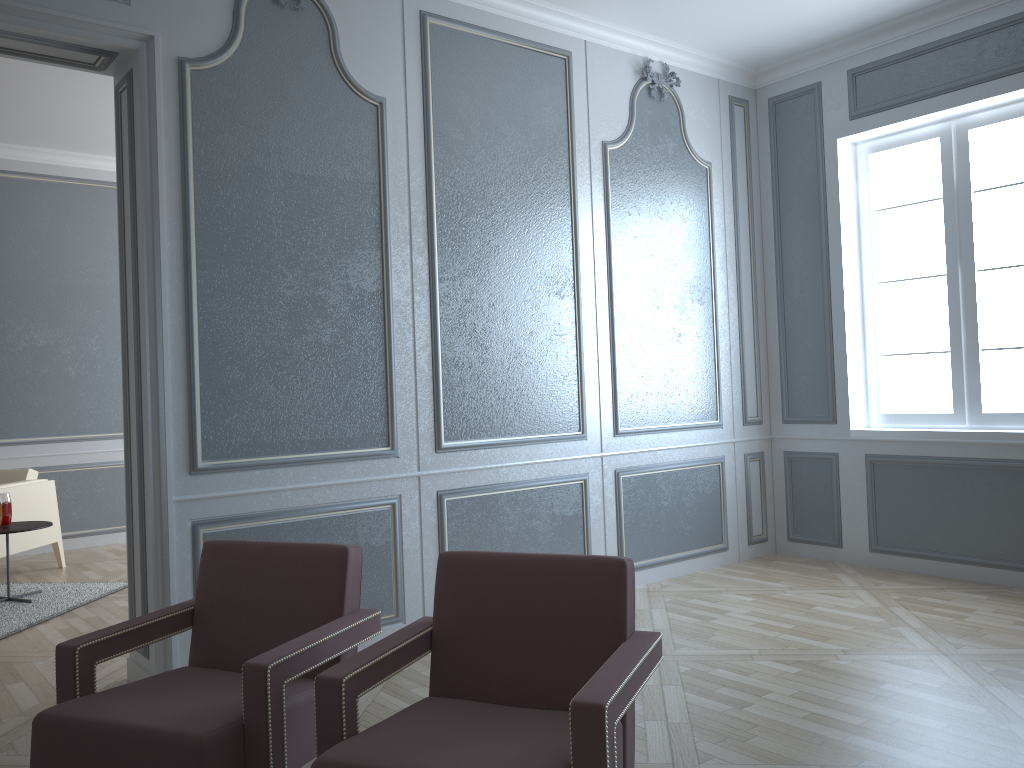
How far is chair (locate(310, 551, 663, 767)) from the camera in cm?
154

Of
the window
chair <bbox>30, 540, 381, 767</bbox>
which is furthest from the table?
the window

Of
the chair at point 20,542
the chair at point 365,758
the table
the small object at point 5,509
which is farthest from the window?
the chair at point 20,542

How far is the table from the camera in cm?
443

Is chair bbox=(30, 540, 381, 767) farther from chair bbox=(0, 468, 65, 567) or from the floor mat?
chair bbox=(0, 468, 65, 567)

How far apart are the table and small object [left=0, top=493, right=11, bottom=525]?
0.03m

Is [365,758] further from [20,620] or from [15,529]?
[15,529]

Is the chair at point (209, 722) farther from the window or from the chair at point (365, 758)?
the window

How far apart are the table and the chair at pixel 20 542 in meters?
0.5

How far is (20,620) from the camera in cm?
410
